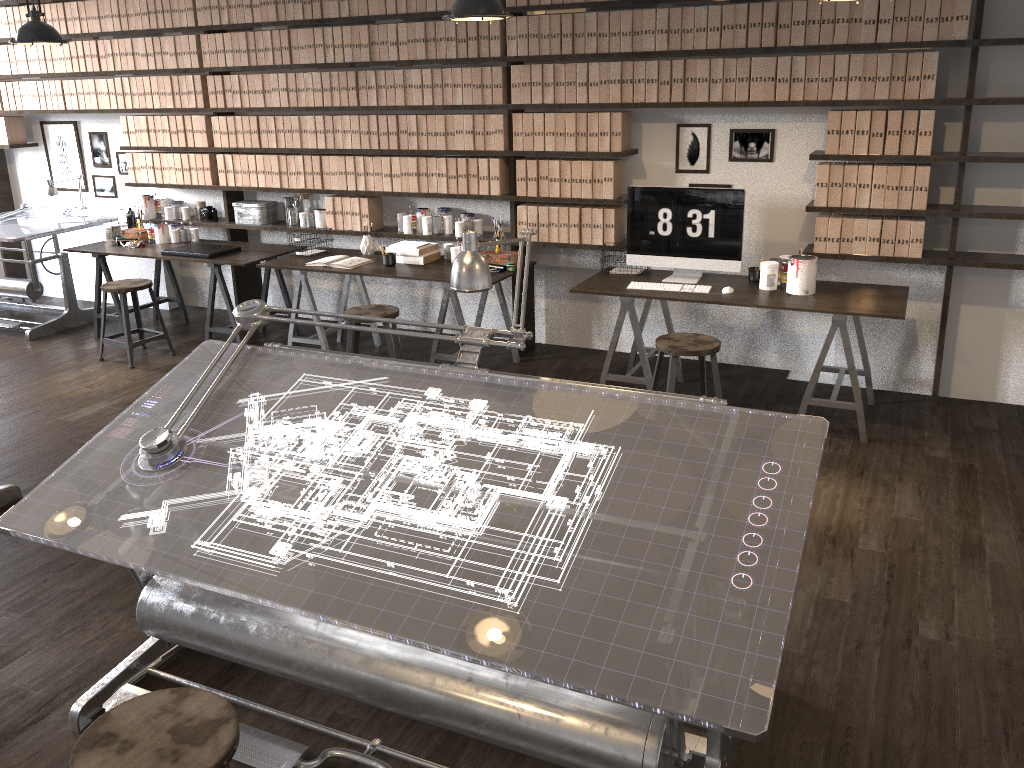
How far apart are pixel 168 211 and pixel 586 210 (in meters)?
3.36

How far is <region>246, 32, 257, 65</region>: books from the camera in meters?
5.9

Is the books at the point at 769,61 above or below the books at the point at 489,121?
above

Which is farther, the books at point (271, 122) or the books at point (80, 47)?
the books at point (80, 47)

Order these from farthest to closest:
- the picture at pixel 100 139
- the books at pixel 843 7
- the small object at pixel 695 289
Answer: the picture at pixel 100 139
the small object at pixel 695 289
the books at pixel 843 7

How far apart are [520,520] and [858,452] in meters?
2.7 m

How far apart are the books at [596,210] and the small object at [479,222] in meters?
0.8

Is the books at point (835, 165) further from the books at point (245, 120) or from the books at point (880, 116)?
the books at point (245, 120)

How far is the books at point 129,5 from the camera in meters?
6.2 m

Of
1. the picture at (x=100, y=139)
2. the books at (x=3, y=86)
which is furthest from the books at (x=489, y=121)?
the books at (x=3, y=86)
